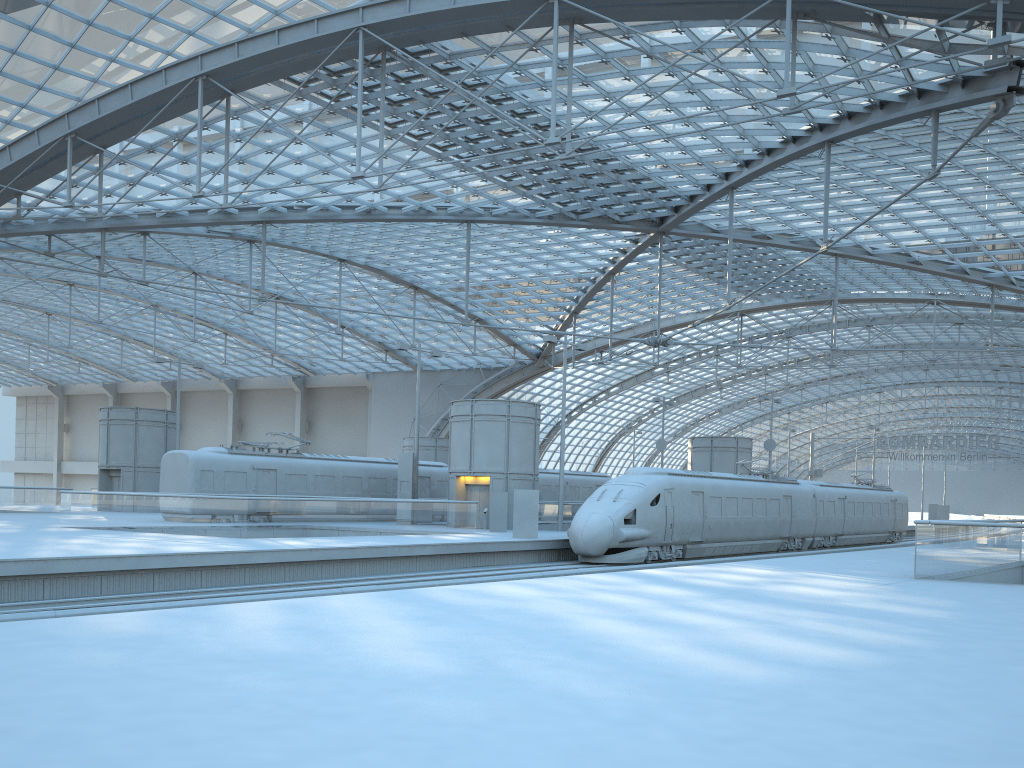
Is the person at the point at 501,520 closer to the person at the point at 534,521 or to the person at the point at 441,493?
the person at the point at 534,521

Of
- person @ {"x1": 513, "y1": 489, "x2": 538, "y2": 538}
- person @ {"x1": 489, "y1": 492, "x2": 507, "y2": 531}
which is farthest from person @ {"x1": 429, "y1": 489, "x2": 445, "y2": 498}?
person @ {"x1": 513, "y1": 489, "x2": 538, "y2": 538}

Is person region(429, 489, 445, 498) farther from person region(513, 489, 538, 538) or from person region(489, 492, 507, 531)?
person region(513, 489, 538, 538)

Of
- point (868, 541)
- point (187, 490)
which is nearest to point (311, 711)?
point (187, 490)

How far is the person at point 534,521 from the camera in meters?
29.7

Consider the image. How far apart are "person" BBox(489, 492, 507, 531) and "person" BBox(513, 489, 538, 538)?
4.3m

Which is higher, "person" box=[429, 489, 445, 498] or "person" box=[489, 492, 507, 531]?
"person" box=[429, 489, 445, 498]

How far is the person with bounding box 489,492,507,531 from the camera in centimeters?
3403cm

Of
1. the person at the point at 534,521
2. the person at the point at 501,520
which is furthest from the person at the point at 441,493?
the person at the point at 534,521

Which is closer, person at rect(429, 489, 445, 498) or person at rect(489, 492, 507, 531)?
person at rect(489, 492, 507, 531)
